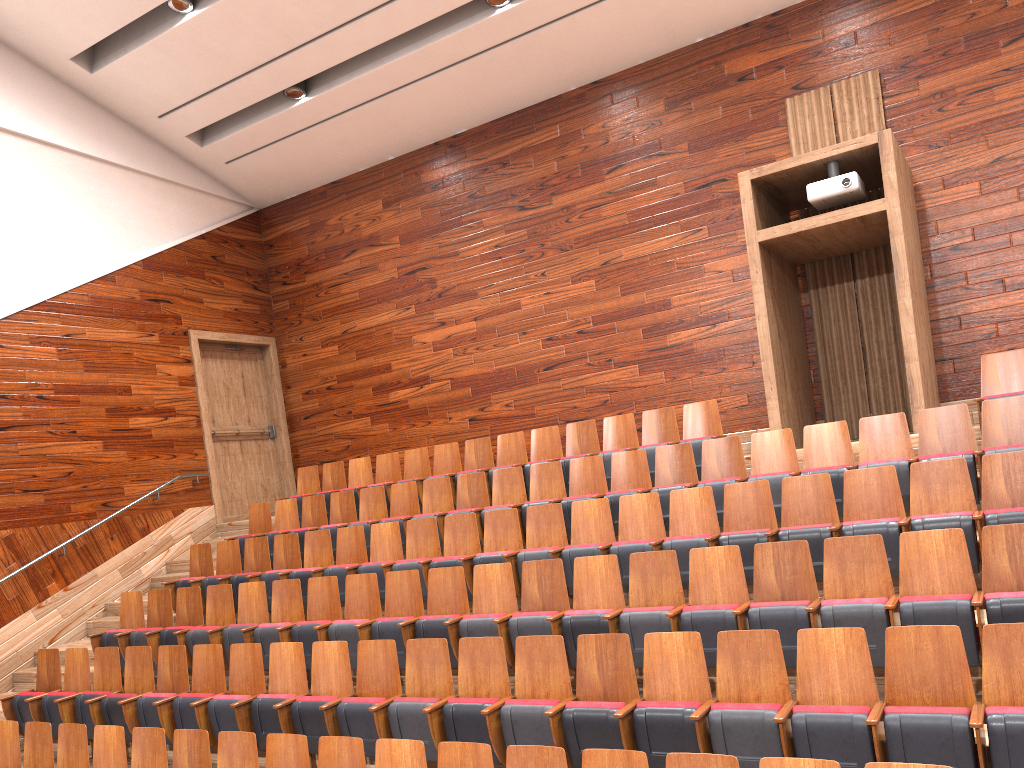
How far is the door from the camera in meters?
1.1 m

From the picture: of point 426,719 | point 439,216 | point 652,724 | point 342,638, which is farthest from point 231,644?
point 439,216

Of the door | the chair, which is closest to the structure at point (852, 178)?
the chair

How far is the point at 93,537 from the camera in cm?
92

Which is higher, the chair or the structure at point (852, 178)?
the structure at point (852, 178)

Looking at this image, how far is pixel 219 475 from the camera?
1.09m

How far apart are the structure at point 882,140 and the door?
0.7 meters

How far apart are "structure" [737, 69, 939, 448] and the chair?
0.0m

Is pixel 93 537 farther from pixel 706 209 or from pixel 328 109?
pixel 706 209

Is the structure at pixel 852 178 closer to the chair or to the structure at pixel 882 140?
the structure at pixel 882 140
